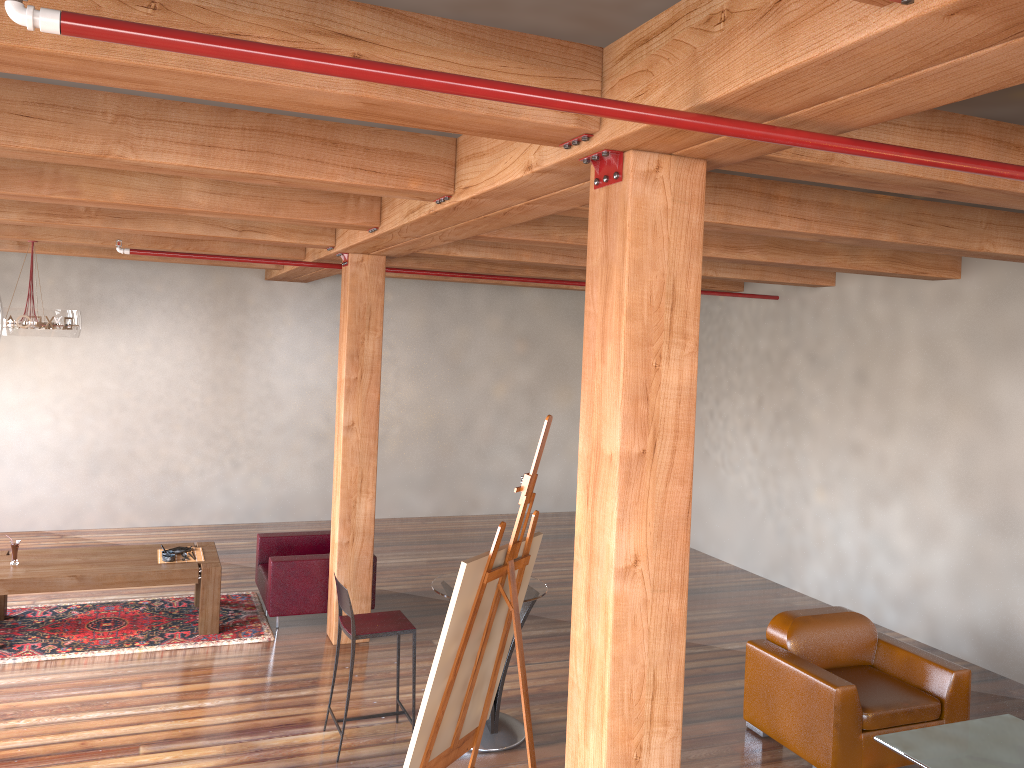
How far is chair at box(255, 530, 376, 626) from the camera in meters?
7.2

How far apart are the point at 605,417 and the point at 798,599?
6.8 meters

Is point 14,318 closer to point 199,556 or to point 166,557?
point 166,557

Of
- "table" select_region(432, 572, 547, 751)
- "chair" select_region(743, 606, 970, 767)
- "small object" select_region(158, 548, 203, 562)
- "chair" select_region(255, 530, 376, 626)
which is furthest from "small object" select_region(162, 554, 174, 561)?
"chair" select_region(743, 606, 970, 767)

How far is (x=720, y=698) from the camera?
6.3 meters

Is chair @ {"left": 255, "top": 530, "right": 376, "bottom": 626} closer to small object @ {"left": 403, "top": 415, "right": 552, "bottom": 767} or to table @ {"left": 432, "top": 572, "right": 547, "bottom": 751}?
table @ {"left": 432, "top": 572, "right": 547, "bottom": 751}

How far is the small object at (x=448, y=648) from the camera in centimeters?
364cm

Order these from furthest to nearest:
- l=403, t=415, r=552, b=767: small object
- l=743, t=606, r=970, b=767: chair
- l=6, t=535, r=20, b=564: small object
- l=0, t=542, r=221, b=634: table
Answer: l=6, t=535, r=20, b=564: small object, l=0, t=542, r=221, b=634: table, l=743, t=606, r=970, b=767: chair, l=403, t=415, r=552, b=767: small object

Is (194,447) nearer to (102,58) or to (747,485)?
(747,485)

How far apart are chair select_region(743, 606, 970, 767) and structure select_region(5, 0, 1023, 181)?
3.4 meters
